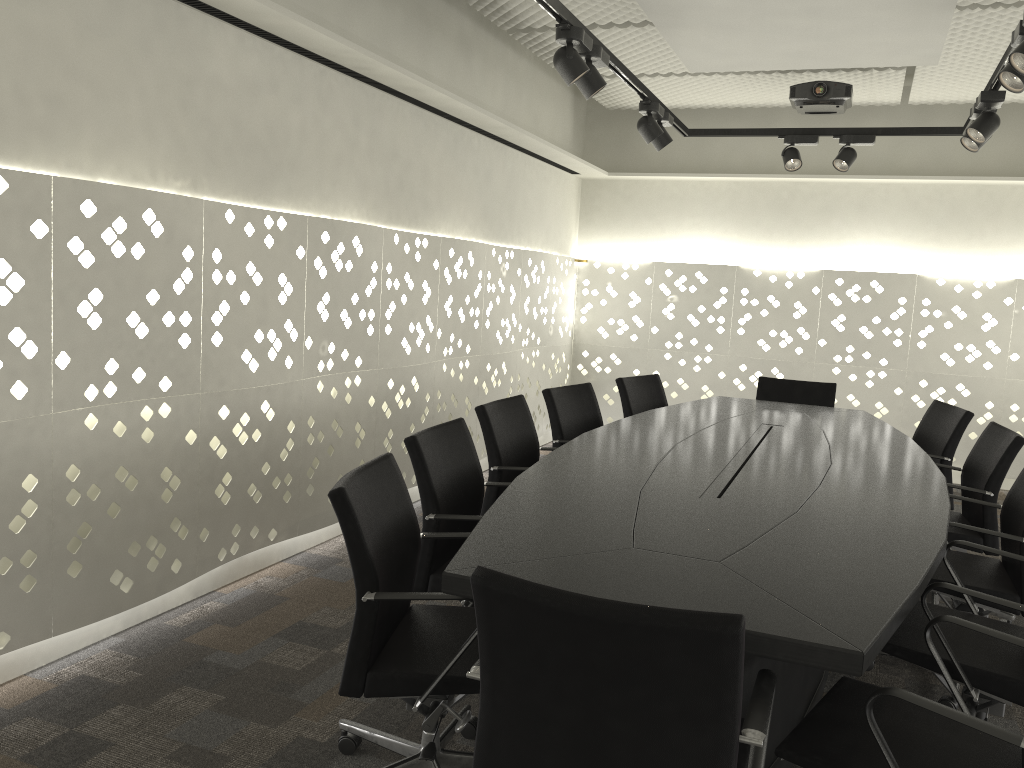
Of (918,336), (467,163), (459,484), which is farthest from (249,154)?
(918,336)

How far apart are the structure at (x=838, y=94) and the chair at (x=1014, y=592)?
2.65m

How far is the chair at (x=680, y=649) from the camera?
1.3 meters

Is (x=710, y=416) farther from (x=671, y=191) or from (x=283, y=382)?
(x=671, y=191)

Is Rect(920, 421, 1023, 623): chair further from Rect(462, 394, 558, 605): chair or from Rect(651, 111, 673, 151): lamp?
Rect(651, 111, 673, 151): lamp

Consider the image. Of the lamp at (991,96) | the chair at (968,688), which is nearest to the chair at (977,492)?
the chair at (968,688)

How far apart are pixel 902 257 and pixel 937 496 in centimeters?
402cm

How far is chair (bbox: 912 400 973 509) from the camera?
3.9m

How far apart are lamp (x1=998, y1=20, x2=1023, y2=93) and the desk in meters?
1.2 m

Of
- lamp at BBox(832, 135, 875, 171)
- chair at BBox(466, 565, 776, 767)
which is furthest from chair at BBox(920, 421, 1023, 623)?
chair at BBox(466, 565, 776, 767)
